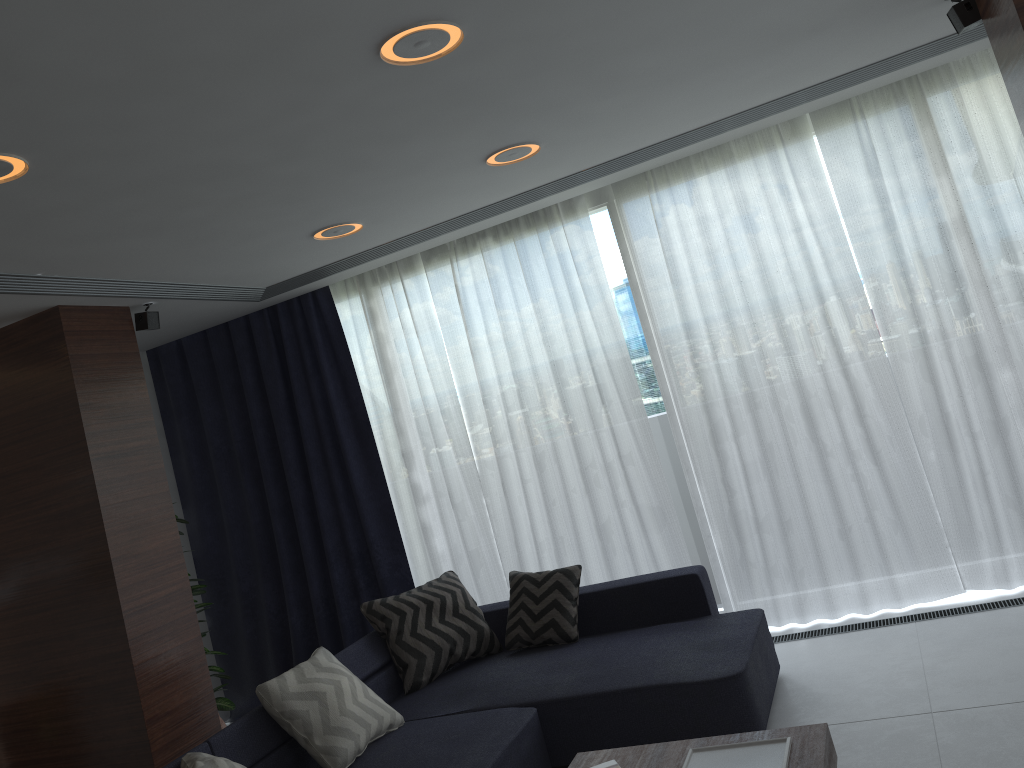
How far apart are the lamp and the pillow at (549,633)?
2.0m

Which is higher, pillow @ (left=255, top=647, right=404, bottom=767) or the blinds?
the blinds

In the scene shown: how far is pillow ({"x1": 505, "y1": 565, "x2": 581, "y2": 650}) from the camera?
4.38m

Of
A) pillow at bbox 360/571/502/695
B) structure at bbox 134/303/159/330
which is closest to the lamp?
structure at bbox 134/303/159/330

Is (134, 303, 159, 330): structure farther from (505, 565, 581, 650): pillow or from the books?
the books

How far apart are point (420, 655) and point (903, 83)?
3.7m

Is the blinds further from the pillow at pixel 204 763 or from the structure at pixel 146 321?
the pillow at pixel 204 763

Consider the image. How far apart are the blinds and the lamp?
1.0m

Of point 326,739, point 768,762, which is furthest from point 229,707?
point 768,762

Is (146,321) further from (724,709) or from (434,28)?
(724,709)
